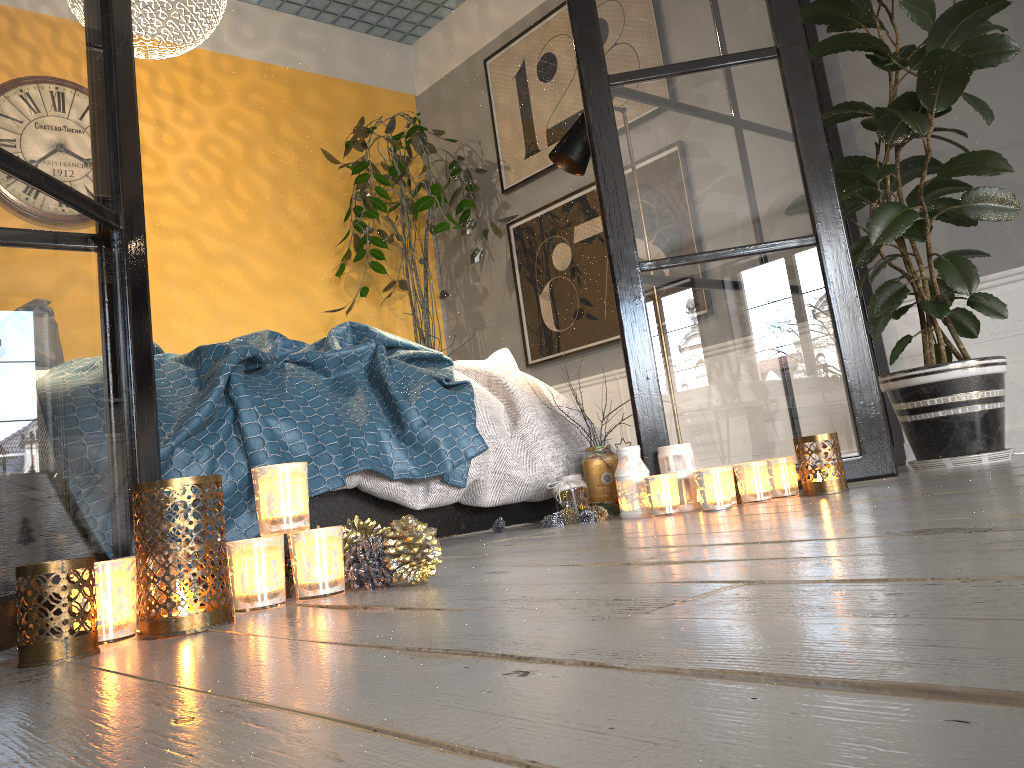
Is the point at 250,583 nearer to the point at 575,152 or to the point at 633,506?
the point at 633,506

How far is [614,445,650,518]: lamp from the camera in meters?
2.2 m

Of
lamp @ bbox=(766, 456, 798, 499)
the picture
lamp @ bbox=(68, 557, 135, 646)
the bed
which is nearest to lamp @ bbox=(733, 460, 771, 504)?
lamp @ bbox=(766, 456, 798, 499)

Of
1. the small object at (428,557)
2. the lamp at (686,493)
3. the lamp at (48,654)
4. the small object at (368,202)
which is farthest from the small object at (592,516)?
the small object at (368,202)

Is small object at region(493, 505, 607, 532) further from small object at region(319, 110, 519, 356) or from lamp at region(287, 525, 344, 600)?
small object at region(319, 110, 519, 356)

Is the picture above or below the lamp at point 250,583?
above

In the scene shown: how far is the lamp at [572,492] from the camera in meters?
2.4

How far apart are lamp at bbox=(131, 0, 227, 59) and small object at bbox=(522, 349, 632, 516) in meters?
2.3 m

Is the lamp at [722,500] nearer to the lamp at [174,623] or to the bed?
the bed

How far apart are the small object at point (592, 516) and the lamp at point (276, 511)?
1.1m
